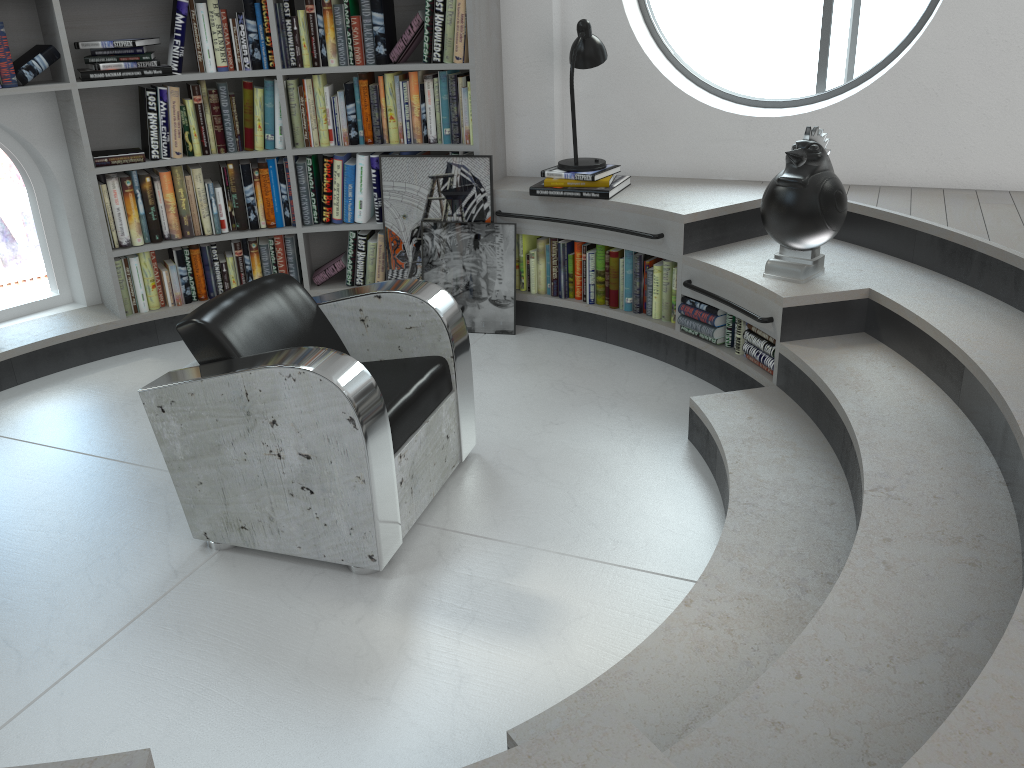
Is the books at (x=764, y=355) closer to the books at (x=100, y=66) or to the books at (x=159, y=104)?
the books at (x=159, y=104)

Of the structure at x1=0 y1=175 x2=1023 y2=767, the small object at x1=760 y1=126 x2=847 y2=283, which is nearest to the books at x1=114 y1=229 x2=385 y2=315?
the structure at x1=0 y1=175 x2=1023 y2=767

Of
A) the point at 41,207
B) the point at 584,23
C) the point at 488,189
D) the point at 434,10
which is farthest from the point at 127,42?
the point at 584,23

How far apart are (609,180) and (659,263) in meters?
0.4

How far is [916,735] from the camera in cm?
155

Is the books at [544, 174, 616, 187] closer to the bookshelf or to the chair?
the bookshelf

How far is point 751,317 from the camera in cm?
332

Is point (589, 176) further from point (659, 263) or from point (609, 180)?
point (659, 263)

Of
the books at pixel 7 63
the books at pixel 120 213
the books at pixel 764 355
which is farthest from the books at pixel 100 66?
the books at pixel 764 355

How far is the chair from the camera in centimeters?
245cm
